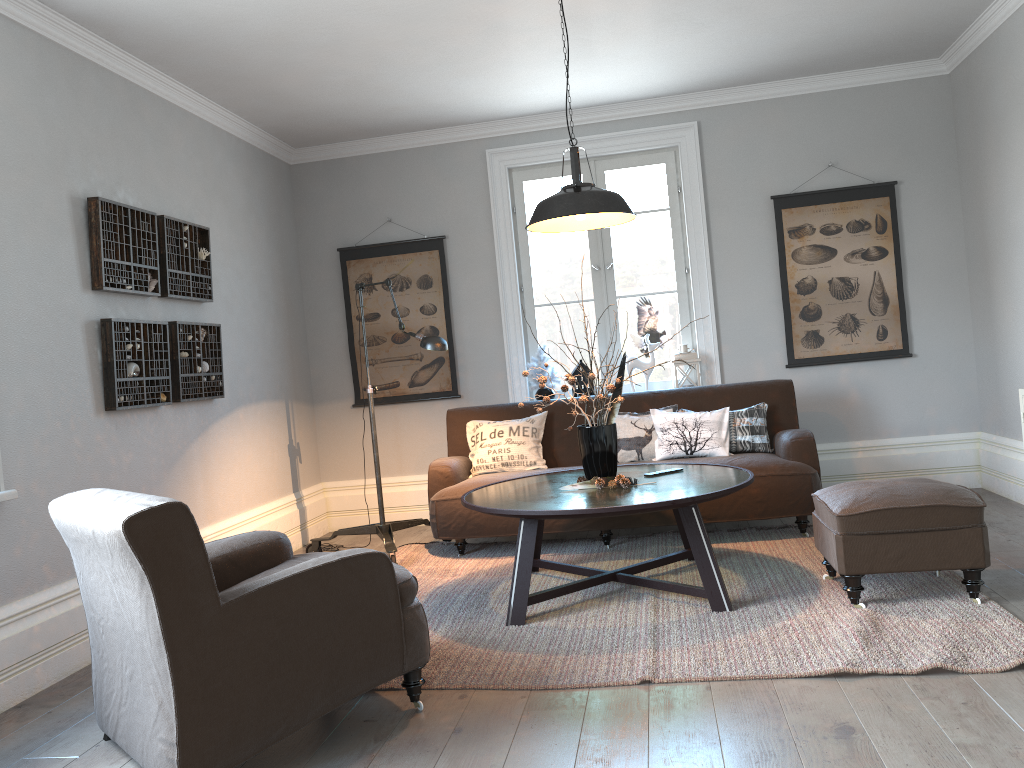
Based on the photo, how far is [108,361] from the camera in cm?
396

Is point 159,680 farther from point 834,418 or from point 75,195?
point 834,418

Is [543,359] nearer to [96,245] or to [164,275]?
[164,275]

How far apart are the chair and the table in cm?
73

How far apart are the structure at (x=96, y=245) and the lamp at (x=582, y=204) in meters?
1.9

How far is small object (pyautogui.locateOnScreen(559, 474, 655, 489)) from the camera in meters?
3.8 m

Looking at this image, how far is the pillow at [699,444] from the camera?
5.0 meters

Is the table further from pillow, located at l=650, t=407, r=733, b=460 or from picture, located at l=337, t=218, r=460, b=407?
picture, located at l=337, t=218, r=460, b=407

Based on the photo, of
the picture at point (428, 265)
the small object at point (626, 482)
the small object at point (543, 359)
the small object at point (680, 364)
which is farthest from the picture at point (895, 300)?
the small object at point (626, 482)

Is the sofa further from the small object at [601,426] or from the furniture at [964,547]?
the small object at [601,426]
